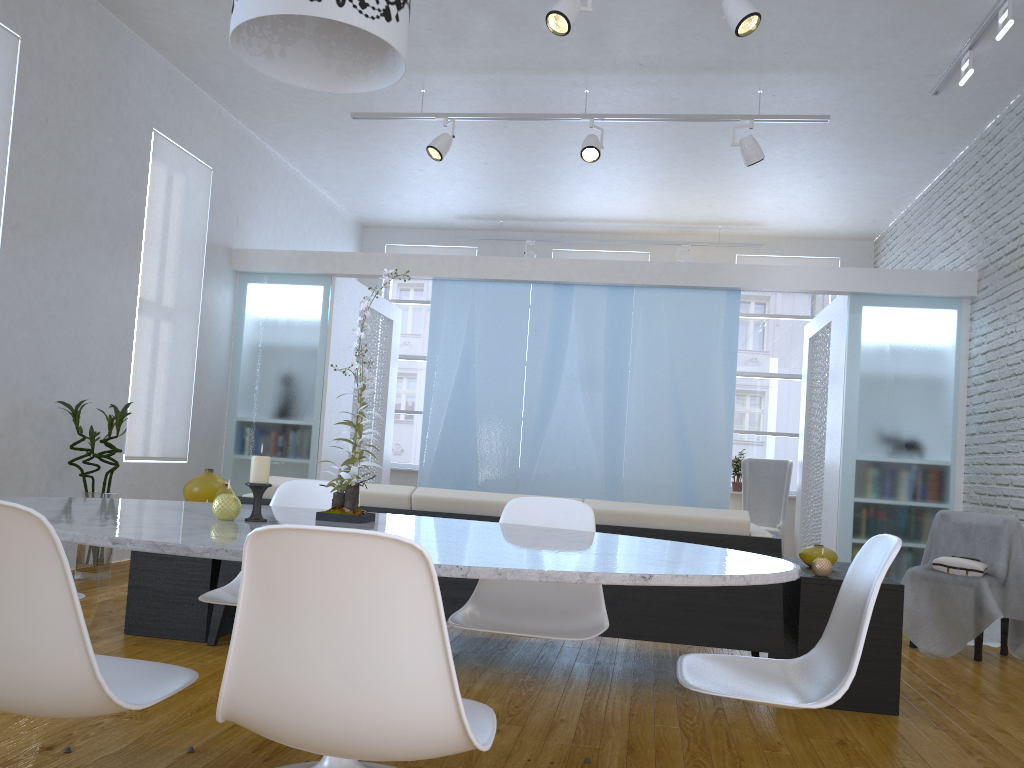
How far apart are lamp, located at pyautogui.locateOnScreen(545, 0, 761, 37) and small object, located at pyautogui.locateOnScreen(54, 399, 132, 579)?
3.0 meters

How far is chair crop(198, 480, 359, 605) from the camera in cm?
238

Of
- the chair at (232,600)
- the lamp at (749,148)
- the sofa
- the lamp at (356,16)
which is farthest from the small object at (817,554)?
the lamp at (749,148)

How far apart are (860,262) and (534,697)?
7.3m

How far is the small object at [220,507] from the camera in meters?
1.9 m

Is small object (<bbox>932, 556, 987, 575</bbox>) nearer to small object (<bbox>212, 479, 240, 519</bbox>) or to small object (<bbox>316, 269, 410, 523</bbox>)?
small object (<bbox>316, 269, 410, 523</bbox>)

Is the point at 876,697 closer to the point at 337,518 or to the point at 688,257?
the point at 337,518

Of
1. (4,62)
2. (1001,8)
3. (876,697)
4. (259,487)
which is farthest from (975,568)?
(4,62)

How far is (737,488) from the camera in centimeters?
888cm

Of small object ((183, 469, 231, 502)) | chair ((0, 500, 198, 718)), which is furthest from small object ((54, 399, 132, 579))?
chair ((0, 500, 198, 718))
